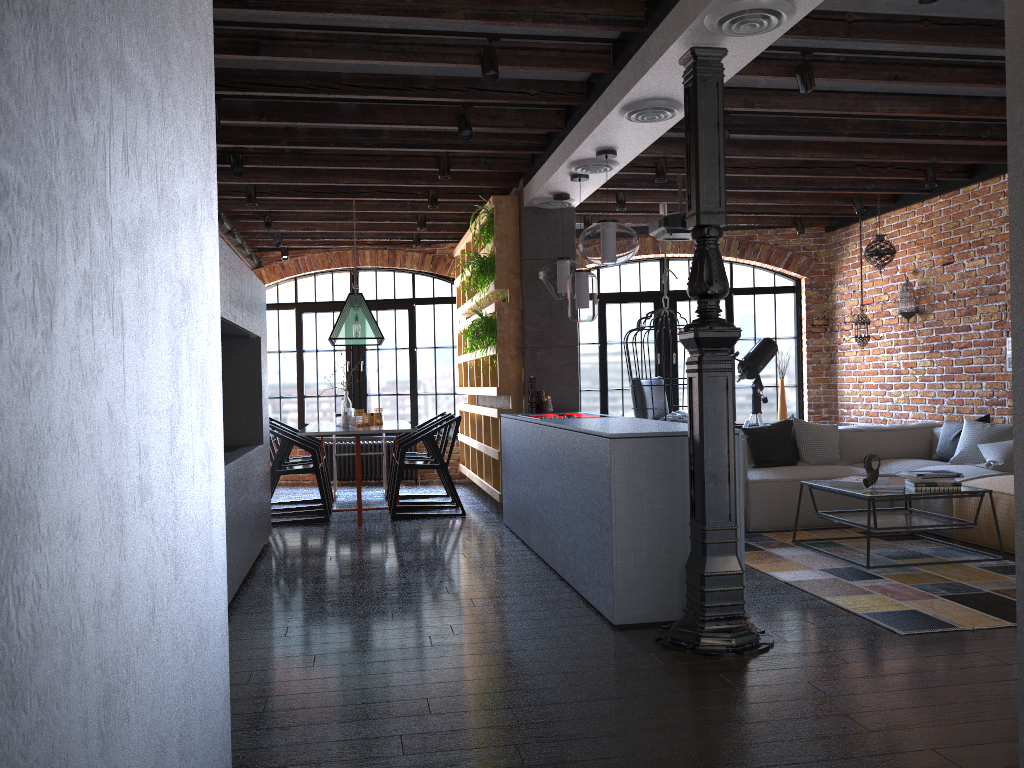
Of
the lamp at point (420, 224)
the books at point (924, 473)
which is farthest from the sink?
the books at point (924, 473)

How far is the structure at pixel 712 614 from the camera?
3.5 meters

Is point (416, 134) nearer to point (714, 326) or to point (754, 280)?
point (714, 326)

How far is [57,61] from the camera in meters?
0.7 m

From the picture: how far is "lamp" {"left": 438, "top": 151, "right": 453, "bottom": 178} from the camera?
6.2 meters

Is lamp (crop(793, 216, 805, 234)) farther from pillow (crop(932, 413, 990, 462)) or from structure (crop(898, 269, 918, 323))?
pillow (crop(932, 413, 990, 462))

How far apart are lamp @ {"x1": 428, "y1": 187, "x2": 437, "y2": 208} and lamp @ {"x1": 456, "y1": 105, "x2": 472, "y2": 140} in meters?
2.0 m

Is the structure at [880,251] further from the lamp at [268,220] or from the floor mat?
the lamp at [268,220]

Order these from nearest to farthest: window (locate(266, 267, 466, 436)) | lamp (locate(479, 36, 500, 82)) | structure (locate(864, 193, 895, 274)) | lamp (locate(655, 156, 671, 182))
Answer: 1. lamp (locate(479, 36, 500, 82))
2. lamp (locate(655, 156, 671, 182))
3. structure (locate(864, 193, 895, 274))
4. window (locate(266, 267, 466, 436))

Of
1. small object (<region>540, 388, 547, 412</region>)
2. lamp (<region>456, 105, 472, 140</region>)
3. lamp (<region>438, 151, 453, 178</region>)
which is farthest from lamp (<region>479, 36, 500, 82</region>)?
small object (<region>540, 388, 547, 412</region>)
